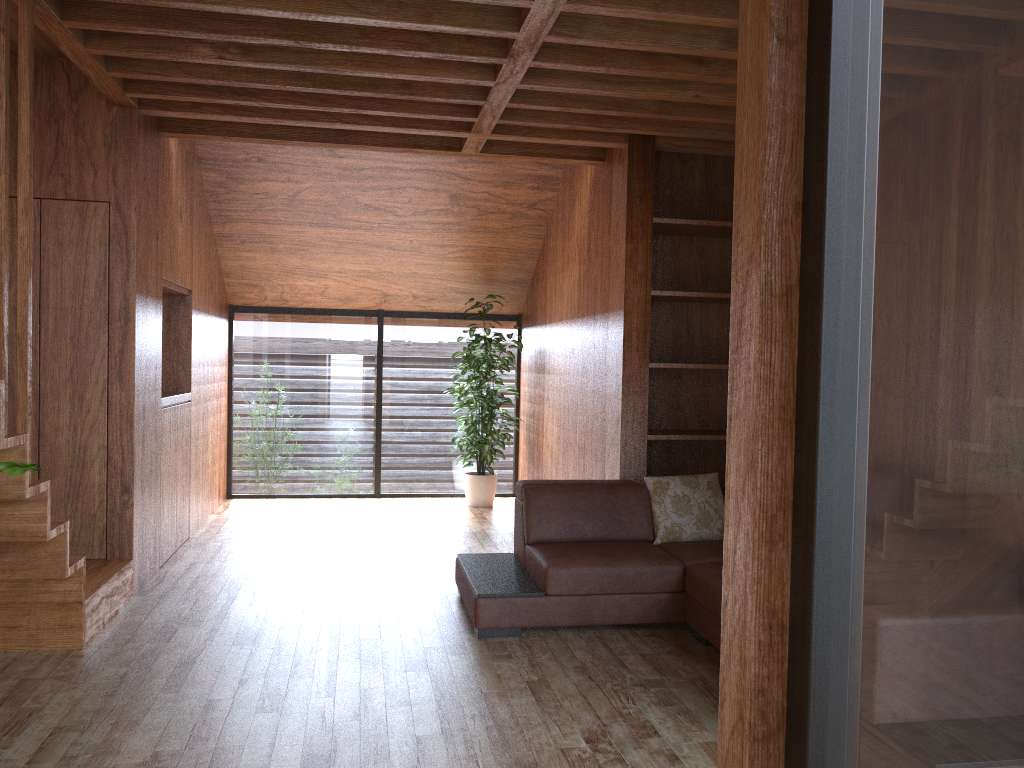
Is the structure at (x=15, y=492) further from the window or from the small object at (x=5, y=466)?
the window

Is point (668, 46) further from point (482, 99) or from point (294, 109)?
point (294, 109)

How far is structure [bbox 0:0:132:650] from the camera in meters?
2.8 m

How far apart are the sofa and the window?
2.3 meters

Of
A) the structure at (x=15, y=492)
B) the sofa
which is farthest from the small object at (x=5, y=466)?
the sofa

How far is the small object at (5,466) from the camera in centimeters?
240cm

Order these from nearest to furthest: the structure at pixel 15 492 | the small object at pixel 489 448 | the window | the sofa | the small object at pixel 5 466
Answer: the window → the small object at pixel 5 466 → the structure at pixel 15 492 → the sofa → the small object at pixel 489 448

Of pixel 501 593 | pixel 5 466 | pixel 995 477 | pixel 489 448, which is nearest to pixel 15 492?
pixel 5 466

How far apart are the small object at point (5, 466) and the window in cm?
218

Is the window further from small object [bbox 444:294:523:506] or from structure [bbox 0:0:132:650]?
structure [bbox 0:0:132:650]
